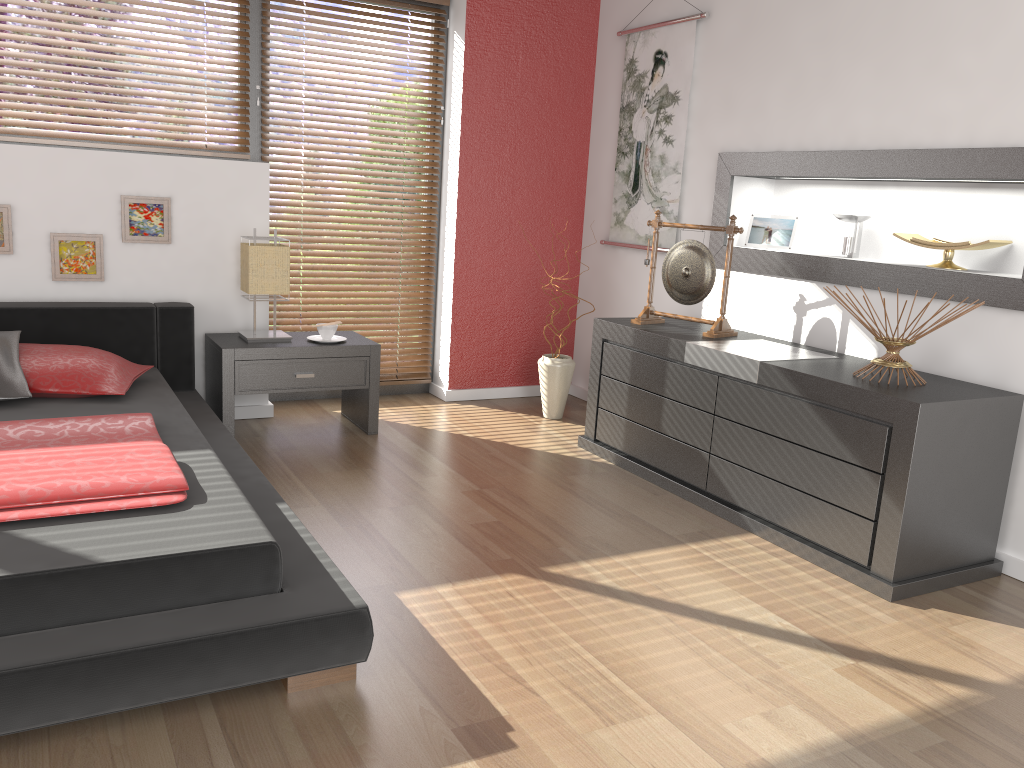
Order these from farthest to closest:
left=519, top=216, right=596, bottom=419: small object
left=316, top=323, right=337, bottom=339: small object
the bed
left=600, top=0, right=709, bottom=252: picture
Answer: left=519, top=216, right=596, bottom=419: small object → left=600, top=0, right=709, bottom=252: picture → left=316, top=323, right=337, bottom=339: small object → the bed

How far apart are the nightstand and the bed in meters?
0.1 m

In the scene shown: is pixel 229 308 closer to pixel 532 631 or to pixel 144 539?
pixel 144 539

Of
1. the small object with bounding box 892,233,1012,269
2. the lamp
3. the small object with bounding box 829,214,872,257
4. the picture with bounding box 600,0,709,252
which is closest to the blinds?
the lamp

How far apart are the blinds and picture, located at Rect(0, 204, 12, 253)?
0.4m

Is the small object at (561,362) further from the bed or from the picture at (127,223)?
the picture at (127,223)

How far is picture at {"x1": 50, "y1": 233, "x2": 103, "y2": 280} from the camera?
3.73m

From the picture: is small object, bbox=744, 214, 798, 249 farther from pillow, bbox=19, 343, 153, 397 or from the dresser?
pillow, bbox=19, 343, 153, 397

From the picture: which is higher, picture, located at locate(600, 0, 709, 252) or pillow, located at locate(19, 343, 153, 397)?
picture, located at locate(600, 0, 709, 252)

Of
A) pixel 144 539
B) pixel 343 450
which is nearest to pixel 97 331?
pixel 343 450
